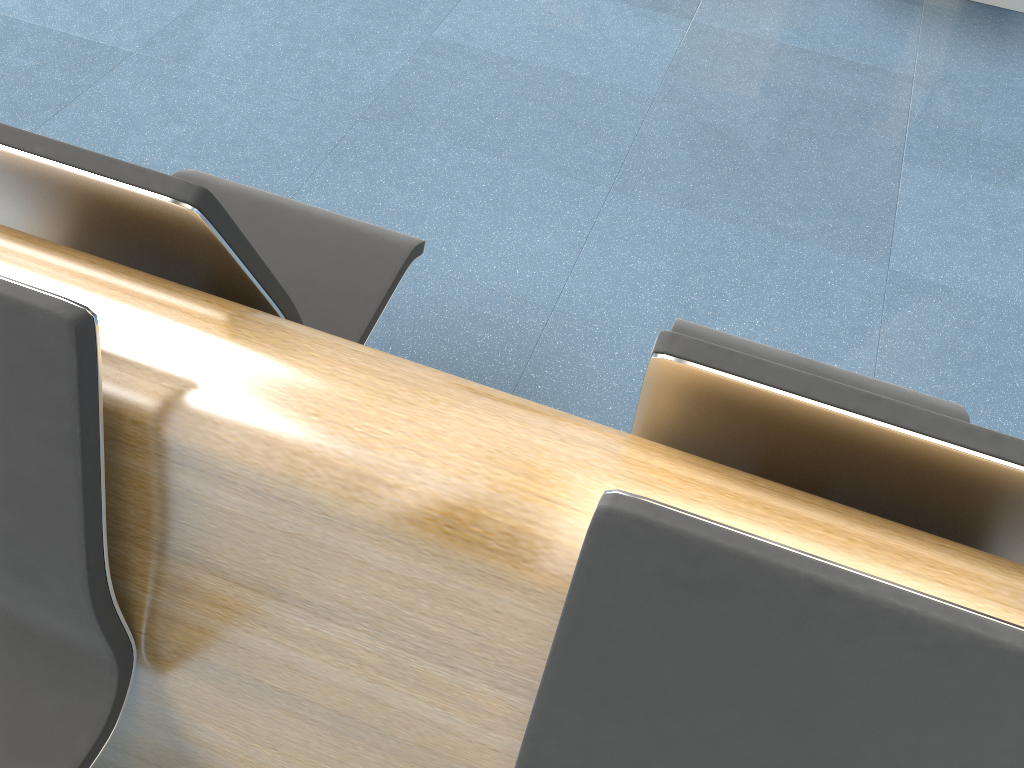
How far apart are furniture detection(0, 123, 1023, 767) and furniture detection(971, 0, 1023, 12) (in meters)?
2.47

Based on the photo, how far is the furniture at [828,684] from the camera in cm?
70

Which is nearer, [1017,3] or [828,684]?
[828,684]

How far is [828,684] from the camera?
0.7 meters

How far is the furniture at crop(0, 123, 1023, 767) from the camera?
0.7m

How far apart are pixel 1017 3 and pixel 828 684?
3.3m

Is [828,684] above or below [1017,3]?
above

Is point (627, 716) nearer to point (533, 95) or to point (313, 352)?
point (313, 352)

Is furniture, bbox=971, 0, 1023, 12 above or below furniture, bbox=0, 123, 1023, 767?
Result: below

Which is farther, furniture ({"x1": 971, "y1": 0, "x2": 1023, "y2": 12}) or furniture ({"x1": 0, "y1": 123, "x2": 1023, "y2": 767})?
furniture ({"x1": 971, "y1": 0, "x2": 1023, "y2": 12})
